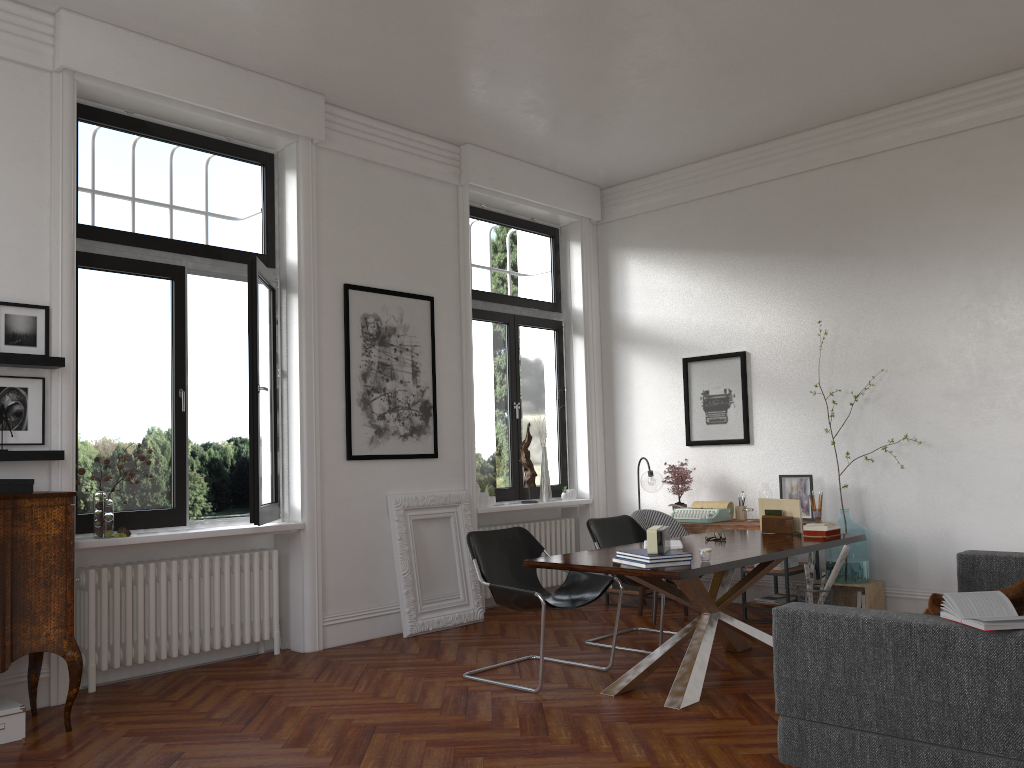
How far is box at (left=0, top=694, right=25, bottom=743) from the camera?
4.3m

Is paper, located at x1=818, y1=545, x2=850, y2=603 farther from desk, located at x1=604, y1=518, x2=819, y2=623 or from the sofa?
the sofa

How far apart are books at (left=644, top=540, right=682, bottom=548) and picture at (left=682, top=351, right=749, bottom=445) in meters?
2.7

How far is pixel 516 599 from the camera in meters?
5.0 m

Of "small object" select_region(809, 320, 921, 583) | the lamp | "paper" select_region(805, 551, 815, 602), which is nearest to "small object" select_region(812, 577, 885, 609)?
"small object" select_region(809, 320, 921, 583)

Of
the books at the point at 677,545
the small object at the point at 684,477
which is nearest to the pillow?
the books at the point at 677,545

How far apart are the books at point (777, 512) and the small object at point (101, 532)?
4.2m

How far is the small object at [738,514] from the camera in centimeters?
747cm

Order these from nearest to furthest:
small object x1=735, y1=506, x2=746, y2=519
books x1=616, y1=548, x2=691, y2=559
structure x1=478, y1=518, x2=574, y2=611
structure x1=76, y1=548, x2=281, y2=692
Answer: books x1=616, y1=548, x2=691, y2=559 < structure x1=76, y1=548, x2=281, y2=692 < small object x1=735, y1=506, x2=746, y2=519 < structure x1=478, y1=518, x2=574, y2=611

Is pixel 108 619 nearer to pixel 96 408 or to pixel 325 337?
pixel 96 408
